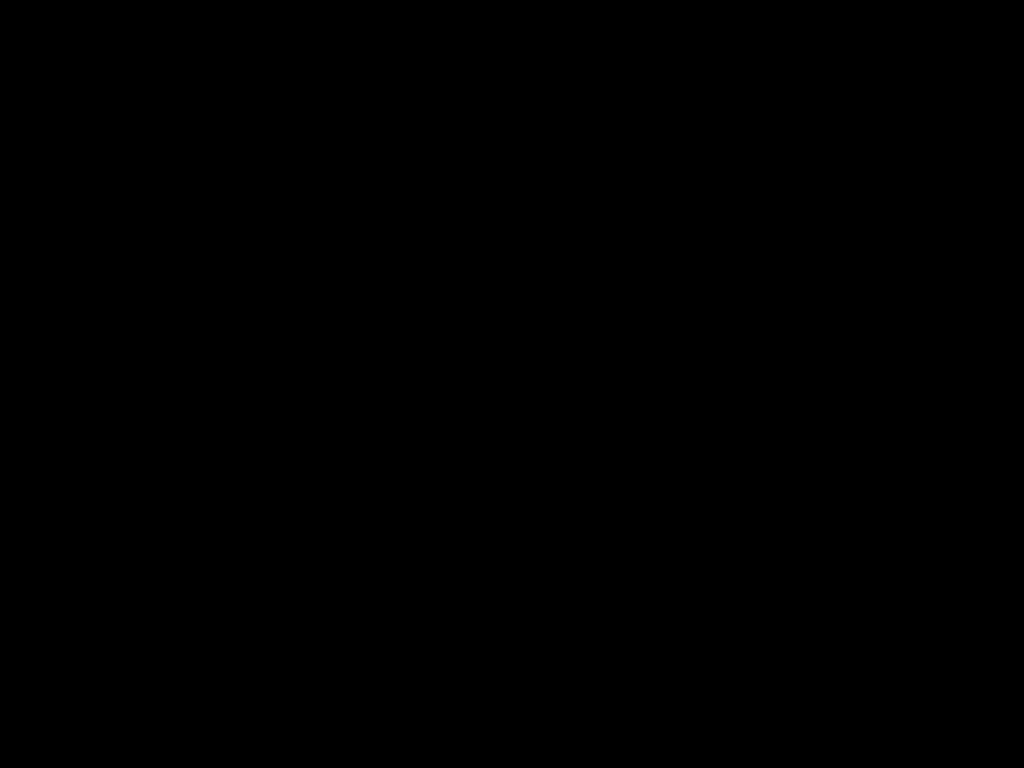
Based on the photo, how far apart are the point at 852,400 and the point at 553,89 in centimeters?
77cm
